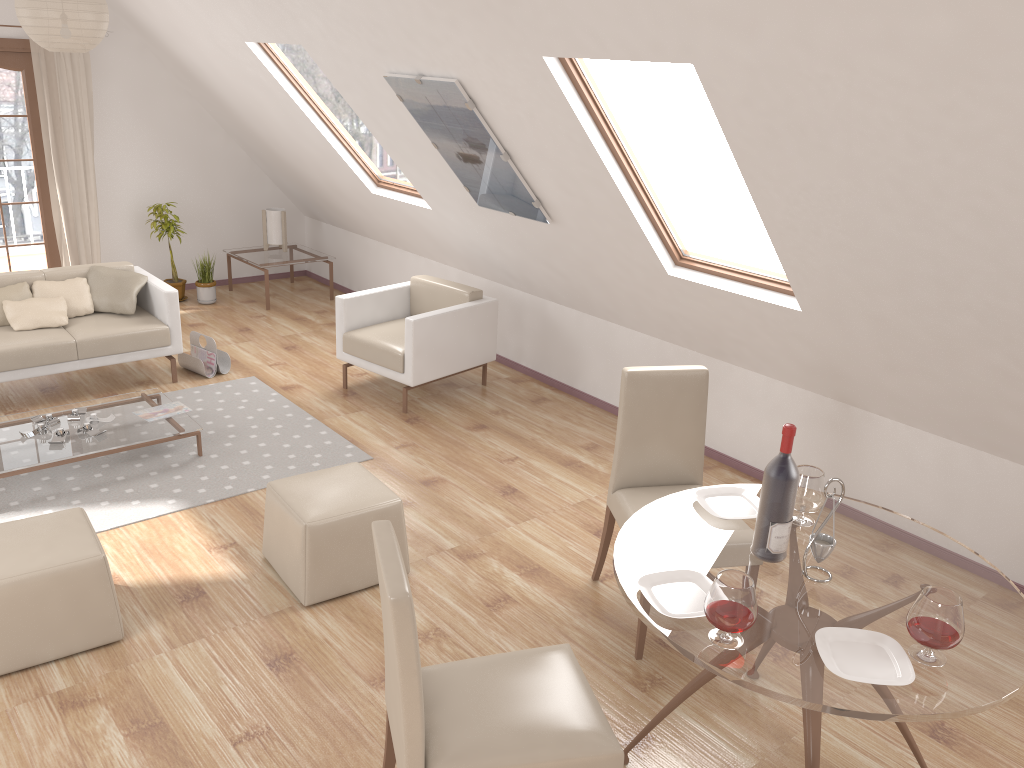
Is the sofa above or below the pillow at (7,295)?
below

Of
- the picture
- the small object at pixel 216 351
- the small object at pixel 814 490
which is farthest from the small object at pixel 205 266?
the small object at pixel 814 490

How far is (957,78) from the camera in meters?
2.4 m

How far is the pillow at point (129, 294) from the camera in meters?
5.9 m

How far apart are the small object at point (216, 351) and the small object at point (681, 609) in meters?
4.3

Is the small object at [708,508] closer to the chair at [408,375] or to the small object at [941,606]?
the small object at [941,606]

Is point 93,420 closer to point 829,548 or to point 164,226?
point 164,226

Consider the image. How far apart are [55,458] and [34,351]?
1.2m

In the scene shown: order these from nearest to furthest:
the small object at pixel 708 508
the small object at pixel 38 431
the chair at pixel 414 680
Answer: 1. the chair at pixel 414 680
2. the small object at pixel 708 508
3. the small object at pixel 38 431

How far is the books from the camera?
5.0m
